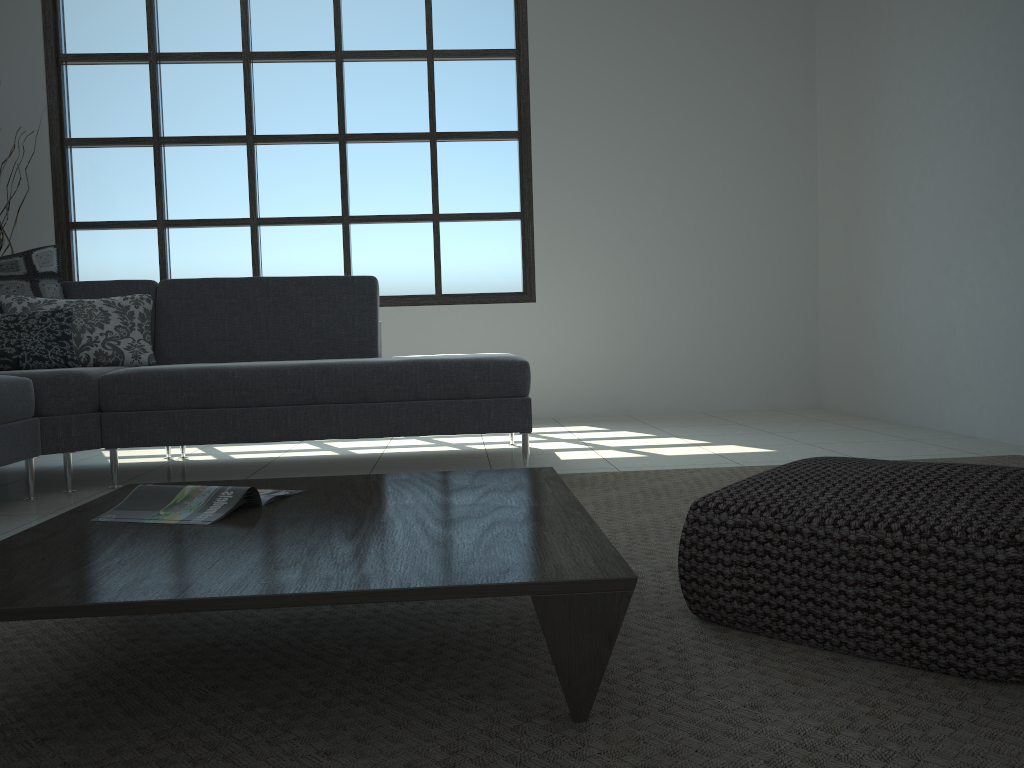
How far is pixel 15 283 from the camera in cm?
389

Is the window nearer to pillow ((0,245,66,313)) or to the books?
pillow ((0,245,66,313))

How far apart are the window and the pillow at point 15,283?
1.6m

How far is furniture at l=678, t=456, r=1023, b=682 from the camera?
1.31m

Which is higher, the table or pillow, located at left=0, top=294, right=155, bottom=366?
pillow, located at left=0, top=294, right=155, bottom=366

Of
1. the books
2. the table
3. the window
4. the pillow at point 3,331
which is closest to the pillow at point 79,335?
the pillow at point 3,331

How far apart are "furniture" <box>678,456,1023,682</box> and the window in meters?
4.0 m

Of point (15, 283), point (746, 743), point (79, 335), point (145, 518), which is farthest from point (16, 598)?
point (15, 283)

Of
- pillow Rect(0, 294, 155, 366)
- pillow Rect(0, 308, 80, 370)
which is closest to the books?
pillow Rect(0, 308, 80, 370)

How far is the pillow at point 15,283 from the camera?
3.9 meters
